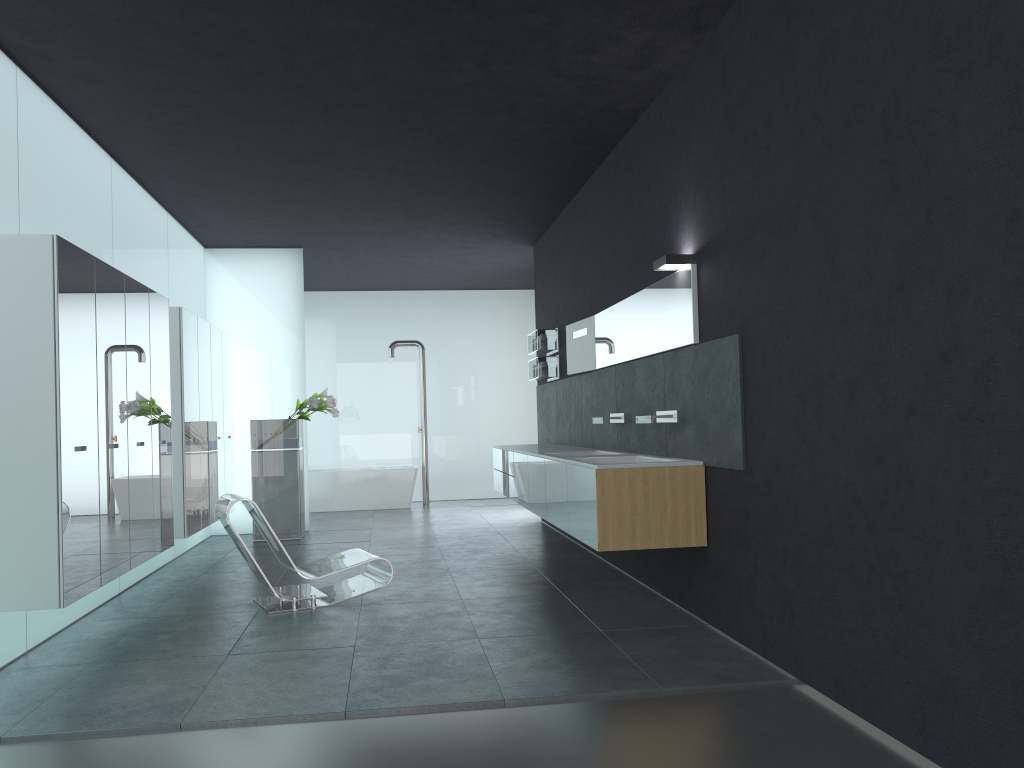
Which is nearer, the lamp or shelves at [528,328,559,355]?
the lamp

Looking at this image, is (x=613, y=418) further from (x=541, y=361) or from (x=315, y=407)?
(x=315, y=407)

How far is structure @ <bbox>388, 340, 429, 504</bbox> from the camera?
15.0 meters

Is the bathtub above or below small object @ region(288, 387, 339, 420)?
below

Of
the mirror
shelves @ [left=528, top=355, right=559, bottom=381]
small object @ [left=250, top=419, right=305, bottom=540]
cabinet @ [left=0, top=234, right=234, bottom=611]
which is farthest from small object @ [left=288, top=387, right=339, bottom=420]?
the mirror

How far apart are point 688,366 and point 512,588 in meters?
2.5 m

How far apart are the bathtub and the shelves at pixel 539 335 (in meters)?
4.23

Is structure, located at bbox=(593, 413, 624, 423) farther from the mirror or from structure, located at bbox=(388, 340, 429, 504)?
structure, located at bbox=(388, 340, 429, 504)

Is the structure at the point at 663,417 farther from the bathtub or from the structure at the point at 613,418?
the bathtub

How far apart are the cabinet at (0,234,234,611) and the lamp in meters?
3.8 m
